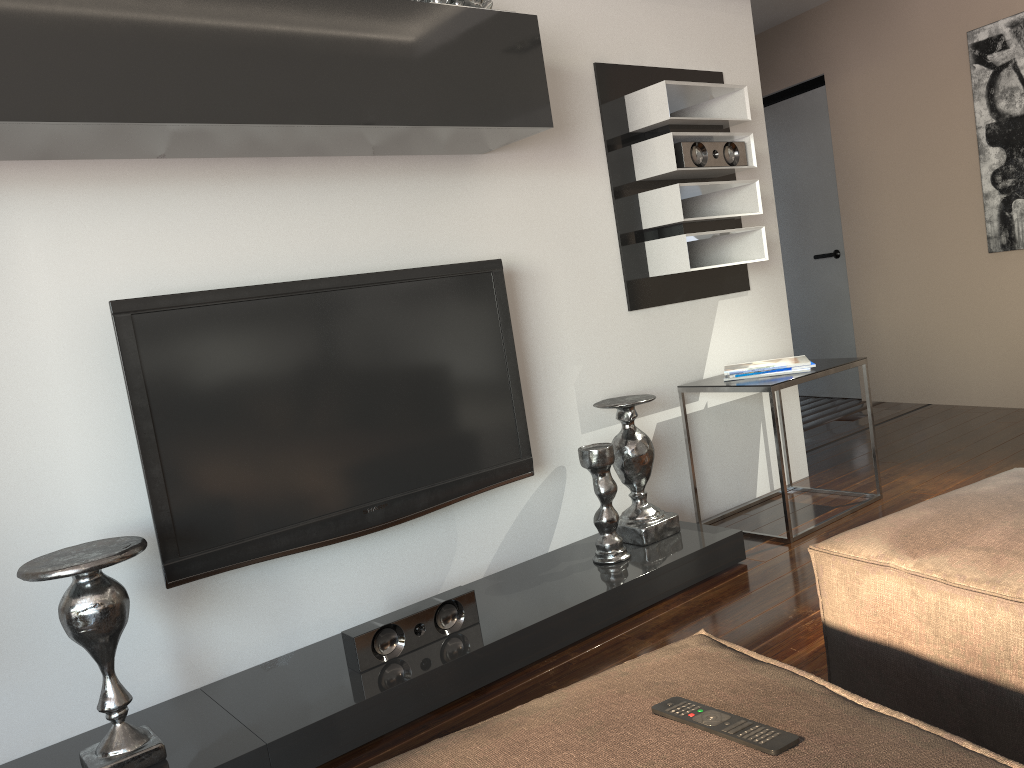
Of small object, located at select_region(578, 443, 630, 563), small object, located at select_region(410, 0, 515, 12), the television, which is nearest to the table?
small object, located at select_region(578, 443, 630, 563)

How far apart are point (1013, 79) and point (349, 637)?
4.1m

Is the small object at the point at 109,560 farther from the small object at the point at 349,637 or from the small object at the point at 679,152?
the small object at the point at 679,152

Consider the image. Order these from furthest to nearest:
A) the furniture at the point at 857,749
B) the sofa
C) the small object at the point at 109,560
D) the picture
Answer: the picture, the small object at the point at 109,560, the sofa, the furniture at the point at 857,749

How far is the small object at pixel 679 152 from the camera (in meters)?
3.15

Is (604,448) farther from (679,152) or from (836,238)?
(836,238)

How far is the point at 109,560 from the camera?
1.9m

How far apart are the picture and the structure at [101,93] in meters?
2.6

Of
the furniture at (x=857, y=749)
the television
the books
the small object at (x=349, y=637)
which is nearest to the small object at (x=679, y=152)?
the books

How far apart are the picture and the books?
1.9m
